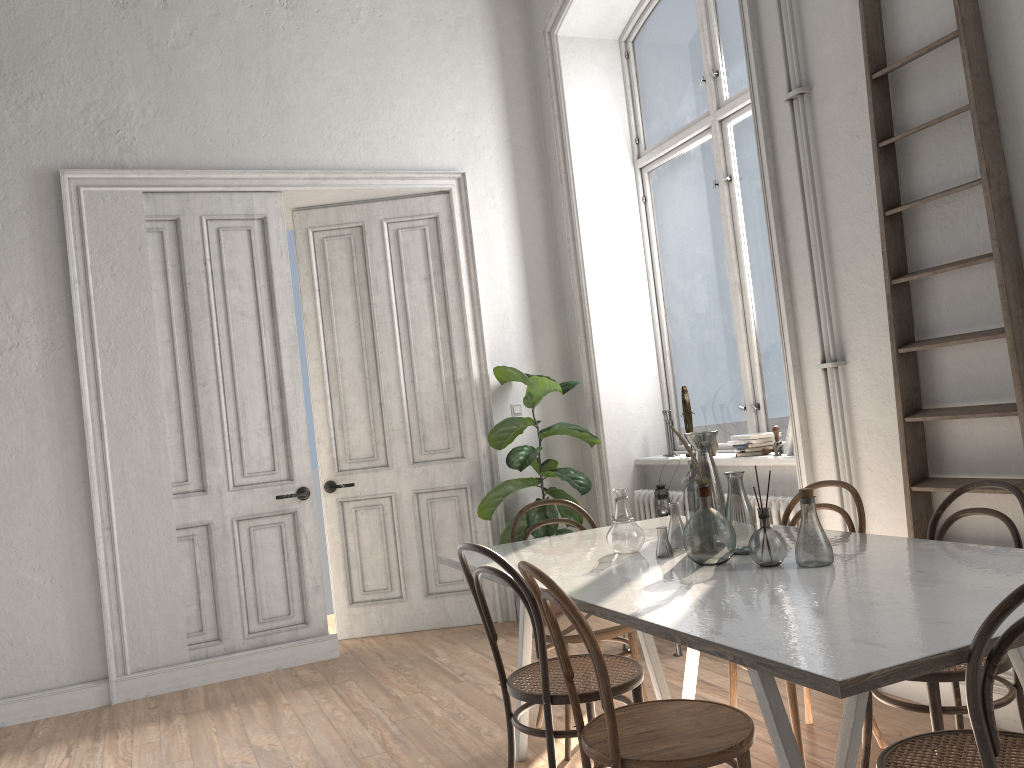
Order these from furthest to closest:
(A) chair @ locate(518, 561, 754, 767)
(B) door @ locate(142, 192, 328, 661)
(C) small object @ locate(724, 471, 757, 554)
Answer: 1. (B) door @ locate(142, 192, 328, 661)
2. (C) small object @ locate(724, 471, 757, 554)
3. (A) chair @ locate(518, 561, 754, 767)

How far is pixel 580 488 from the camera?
5.3 meters

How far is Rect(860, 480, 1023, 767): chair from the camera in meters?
2.4 m

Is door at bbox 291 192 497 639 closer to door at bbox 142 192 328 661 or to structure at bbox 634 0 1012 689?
door at bbox 142 192 328 661

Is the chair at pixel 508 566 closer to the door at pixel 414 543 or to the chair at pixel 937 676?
the chair at pixel 937 676

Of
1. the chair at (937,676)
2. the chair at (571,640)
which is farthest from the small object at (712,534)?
the chair at (571,640)

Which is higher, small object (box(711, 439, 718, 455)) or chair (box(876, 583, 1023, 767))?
small object (box(711, 439, 718, 455))

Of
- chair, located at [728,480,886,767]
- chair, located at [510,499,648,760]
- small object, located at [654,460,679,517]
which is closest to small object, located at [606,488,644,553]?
chair, located at [510,499,648,760]

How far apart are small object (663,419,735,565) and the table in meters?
0.0

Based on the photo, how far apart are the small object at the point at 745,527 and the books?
1.83m
